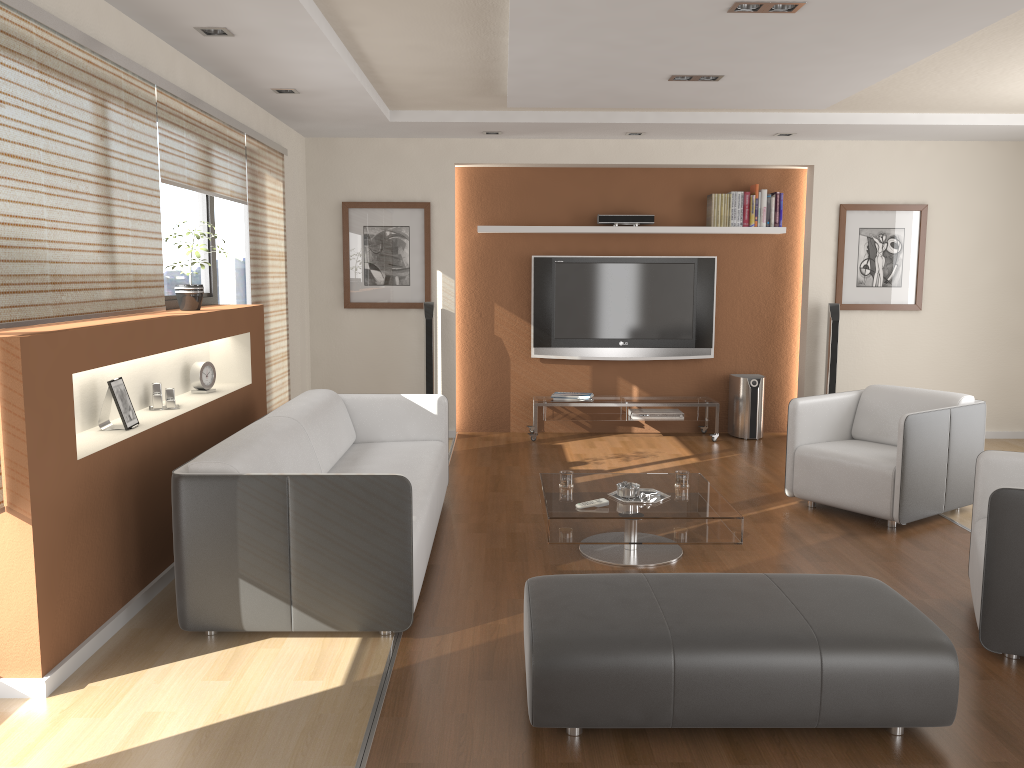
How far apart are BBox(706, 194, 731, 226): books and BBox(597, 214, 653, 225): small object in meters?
0.5 m

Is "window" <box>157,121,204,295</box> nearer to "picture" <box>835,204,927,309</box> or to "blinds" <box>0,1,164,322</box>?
"blinds" <box>0,1,164,322</box>

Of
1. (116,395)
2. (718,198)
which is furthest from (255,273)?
(718,198)

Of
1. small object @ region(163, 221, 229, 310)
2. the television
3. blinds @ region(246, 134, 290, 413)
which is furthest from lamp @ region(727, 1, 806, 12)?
the television

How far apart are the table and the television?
3.0m

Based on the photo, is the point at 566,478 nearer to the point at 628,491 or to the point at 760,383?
the point at 628,491

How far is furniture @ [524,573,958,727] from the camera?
2.6m

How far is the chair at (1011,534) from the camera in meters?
3.1 m

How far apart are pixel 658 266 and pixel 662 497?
3.6m

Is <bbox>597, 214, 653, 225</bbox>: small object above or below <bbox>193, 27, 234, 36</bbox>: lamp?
below
